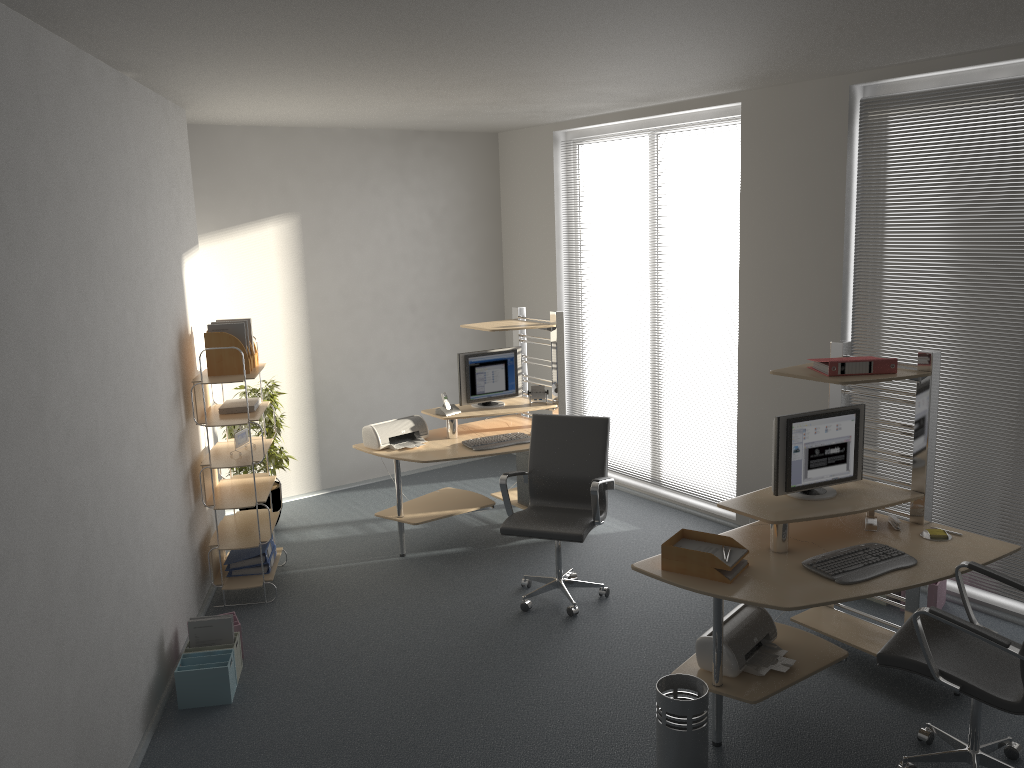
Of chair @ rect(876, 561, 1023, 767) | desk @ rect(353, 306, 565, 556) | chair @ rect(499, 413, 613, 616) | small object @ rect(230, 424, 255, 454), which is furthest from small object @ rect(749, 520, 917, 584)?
small object @ rect(230, 424, 255, 454)

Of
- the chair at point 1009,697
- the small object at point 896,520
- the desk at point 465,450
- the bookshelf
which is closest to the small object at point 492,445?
the desk at point 465,450

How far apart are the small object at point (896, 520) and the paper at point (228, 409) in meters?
3.6 m

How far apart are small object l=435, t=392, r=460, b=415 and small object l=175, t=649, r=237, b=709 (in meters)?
2.32

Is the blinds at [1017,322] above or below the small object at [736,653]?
above

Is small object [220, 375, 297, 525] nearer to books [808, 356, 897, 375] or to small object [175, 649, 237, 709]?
small object [175, 649, 237, 709]

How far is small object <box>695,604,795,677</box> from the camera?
3.8m

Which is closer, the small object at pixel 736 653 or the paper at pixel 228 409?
the small object at pixel 736 653

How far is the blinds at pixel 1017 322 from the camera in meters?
4.6

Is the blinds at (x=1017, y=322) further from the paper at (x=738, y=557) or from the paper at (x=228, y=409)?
the paper at (x=228, y=409)
